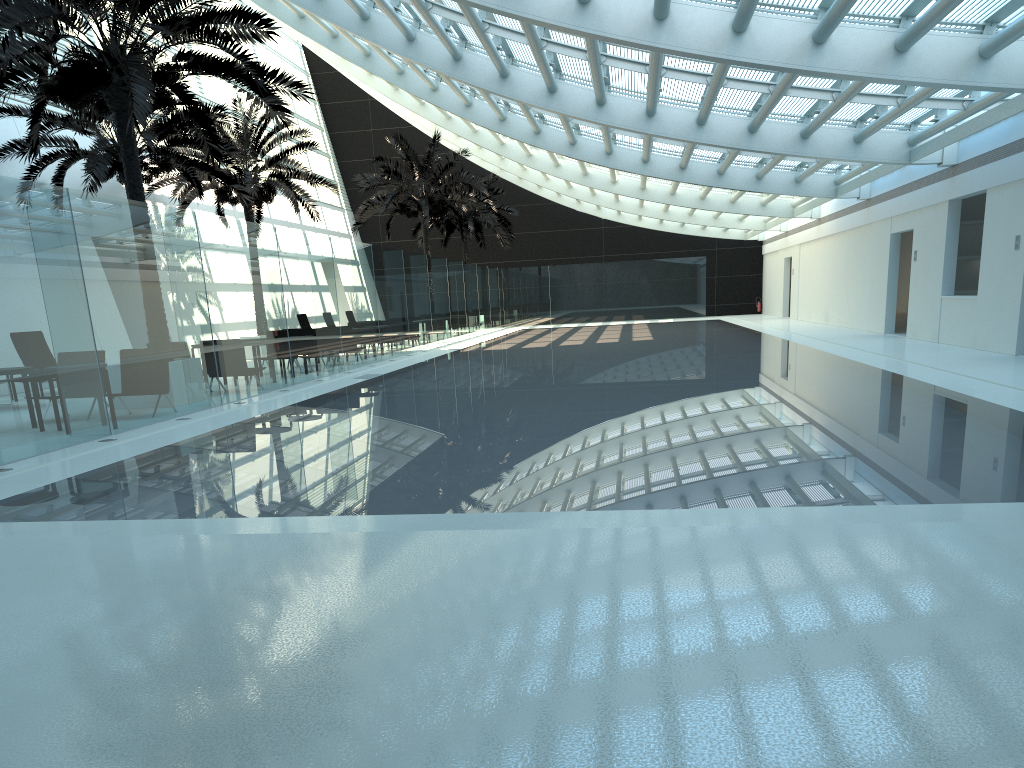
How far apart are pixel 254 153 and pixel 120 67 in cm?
1203

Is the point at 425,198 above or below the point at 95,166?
above

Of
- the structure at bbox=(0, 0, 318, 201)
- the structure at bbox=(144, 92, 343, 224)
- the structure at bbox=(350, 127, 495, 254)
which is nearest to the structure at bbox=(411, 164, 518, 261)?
the structure at bbox=(350, 127, 495, 254)

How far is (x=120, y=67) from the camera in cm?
1138

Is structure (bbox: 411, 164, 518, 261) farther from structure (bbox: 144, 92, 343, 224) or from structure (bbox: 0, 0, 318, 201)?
structure (bbox: 0, 0, 318, 201)

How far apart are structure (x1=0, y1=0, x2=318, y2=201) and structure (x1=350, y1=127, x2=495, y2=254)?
14.9m

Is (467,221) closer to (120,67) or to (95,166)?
(95,166)

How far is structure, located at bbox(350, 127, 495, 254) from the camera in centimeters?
3009cm

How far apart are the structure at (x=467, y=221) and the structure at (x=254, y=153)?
11.8m

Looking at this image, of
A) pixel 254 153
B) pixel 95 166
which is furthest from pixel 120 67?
pixel 254 153
